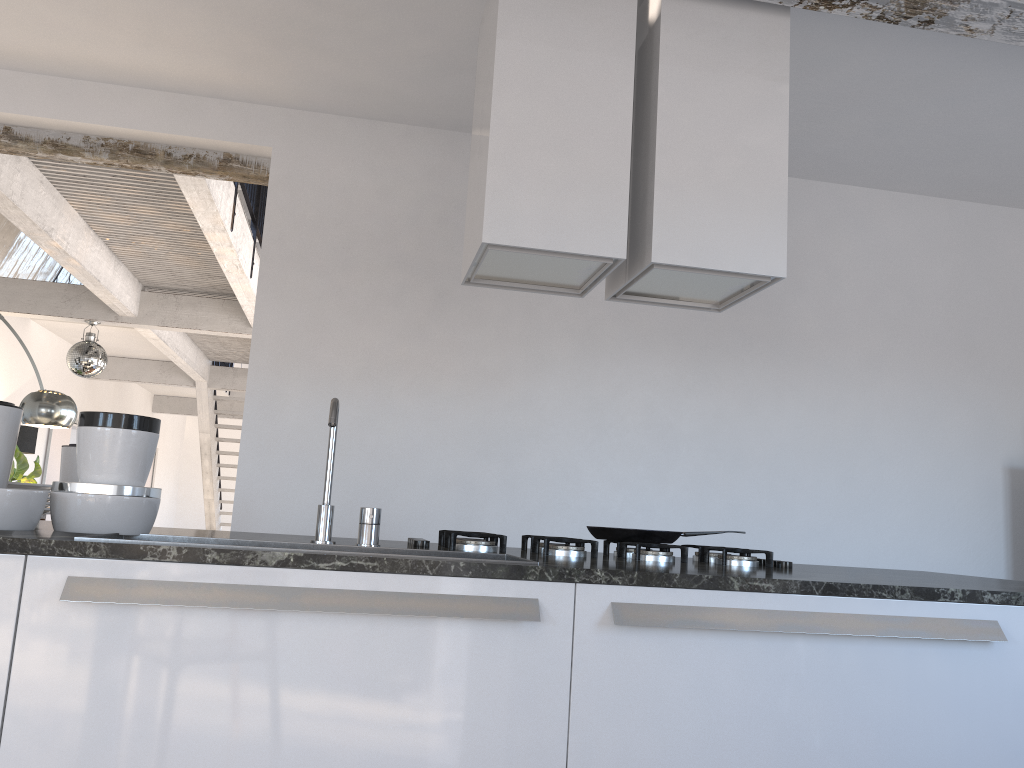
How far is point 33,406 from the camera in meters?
5.2 m

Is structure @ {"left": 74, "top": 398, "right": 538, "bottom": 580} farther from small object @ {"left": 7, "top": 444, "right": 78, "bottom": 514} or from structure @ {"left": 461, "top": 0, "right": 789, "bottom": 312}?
structure @ {"left": 461, "top": 0, "right": 789, "bottom": 312}

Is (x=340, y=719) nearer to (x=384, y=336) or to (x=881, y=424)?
(x=384, y=336)

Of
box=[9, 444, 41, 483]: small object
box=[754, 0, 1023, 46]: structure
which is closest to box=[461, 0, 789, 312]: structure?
box=[754, 0, 1023, 46]: structure

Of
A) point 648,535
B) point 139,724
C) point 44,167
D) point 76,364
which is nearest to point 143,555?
point 139,724

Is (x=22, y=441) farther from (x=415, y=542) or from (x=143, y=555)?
(x=143, y=555)

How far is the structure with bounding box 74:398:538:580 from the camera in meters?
2.0 m

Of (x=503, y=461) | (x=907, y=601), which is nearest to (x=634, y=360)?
(x=503, y=461)

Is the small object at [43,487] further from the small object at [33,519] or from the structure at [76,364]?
the structure at [76,364]

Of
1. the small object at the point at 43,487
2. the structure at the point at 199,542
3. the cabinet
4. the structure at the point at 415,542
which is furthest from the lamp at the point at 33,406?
the cabinet
